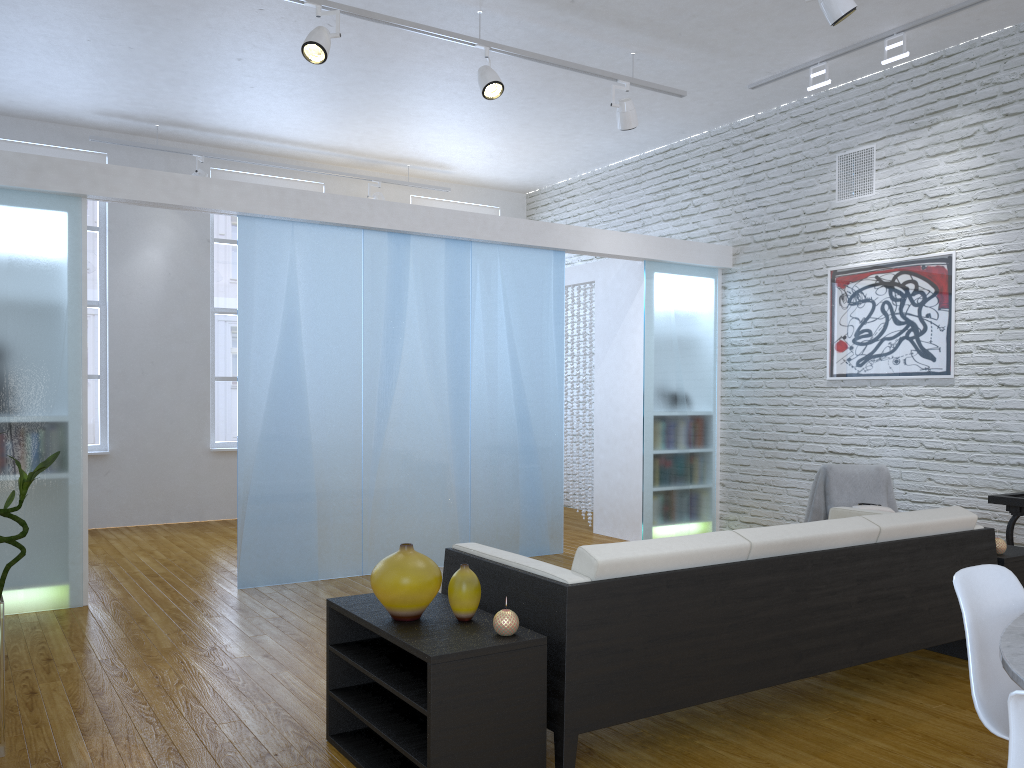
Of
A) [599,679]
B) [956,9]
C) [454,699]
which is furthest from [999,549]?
[956,9]

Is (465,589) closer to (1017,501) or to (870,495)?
(1017,501)

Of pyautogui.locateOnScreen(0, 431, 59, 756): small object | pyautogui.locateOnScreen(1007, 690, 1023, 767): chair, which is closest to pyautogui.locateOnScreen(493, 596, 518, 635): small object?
pyautogui.locateOnScreen(1007, 690, 1023, 767): chair

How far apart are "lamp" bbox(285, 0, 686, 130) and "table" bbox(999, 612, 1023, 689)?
3.8 meters

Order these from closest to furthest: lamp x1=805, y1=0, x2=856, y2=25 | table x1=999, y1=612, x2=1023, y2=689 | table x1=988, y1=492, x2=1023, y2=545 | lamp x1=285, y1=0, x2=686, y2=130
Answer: table x1=999, y1=612, x2=1023, y2=689 → lamp x1=805, y1=0, x2=856, y2=25 → lamp x1=285, y1=0, x2=686, y2=130 → table x1=988, y1=492, x2=1023, y2=545

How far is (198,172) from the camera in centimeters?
718cm

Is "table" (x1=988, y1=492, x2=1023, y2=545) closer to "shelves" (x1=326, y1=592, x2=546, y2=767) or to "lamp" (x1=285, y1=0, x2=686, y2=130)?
"lamp" (x1=285, y1=0, x2=686, y2=130)

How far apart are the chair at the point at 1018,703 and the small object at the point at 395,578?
1.5 meters

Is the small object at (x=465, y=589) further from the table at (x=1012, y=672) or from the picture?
the picture

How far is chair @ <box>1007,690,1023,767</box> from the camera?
1.3m
